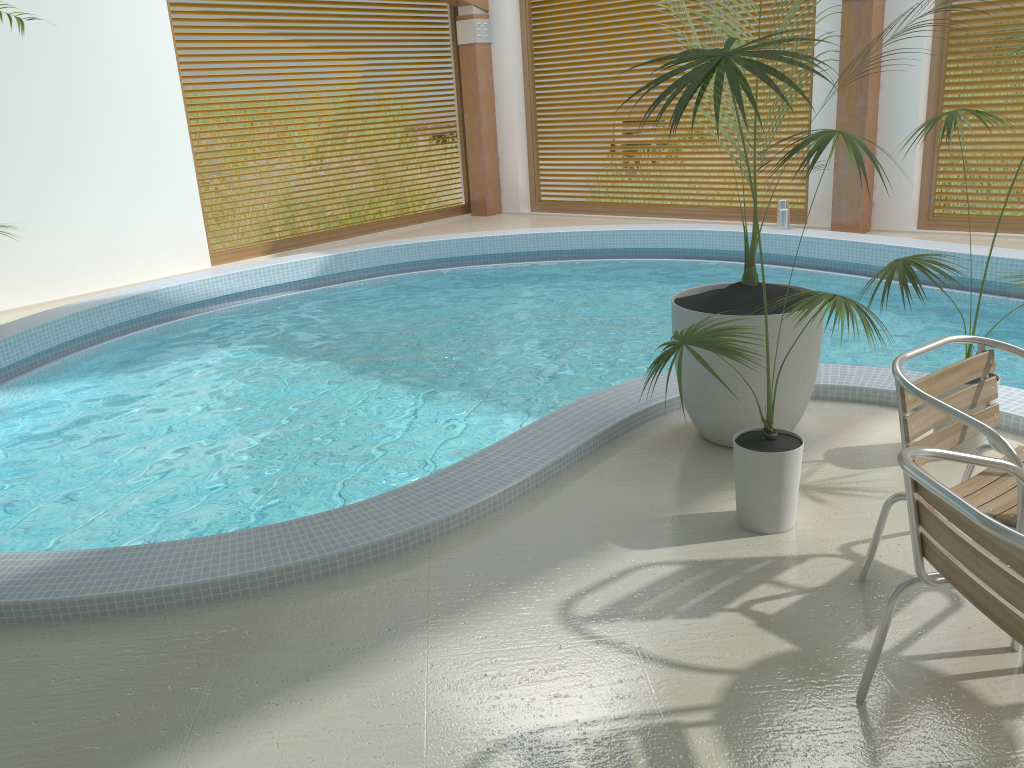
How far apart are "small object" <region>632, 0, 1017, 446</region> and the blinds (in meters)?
5.99

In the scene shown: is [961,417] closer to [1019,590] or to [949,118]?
[1019,590]

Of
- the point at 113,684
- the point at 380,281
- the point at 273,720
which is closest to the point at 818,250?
the point at 380,281

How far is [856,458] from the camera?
3.8 meters

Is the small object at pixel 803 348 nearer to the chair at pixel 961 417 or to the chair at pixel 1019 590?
the chair at pixel 961 417

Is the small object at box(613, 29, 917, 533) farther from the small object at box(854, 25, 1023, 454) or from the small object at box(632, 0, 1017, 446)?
the small object at box(854, 25, 1023, 454)

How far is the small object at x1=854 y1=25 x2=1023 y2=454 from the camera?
3.4m

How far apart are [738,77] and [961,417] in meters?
1.1

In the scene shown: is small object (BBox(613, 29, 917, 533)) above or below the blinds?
below

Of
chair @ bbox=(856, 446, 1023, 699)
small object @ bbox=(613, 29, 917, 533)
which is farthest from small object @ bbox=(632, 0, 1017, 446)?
chair @ bbox=(856, 446, 1023, 699)
